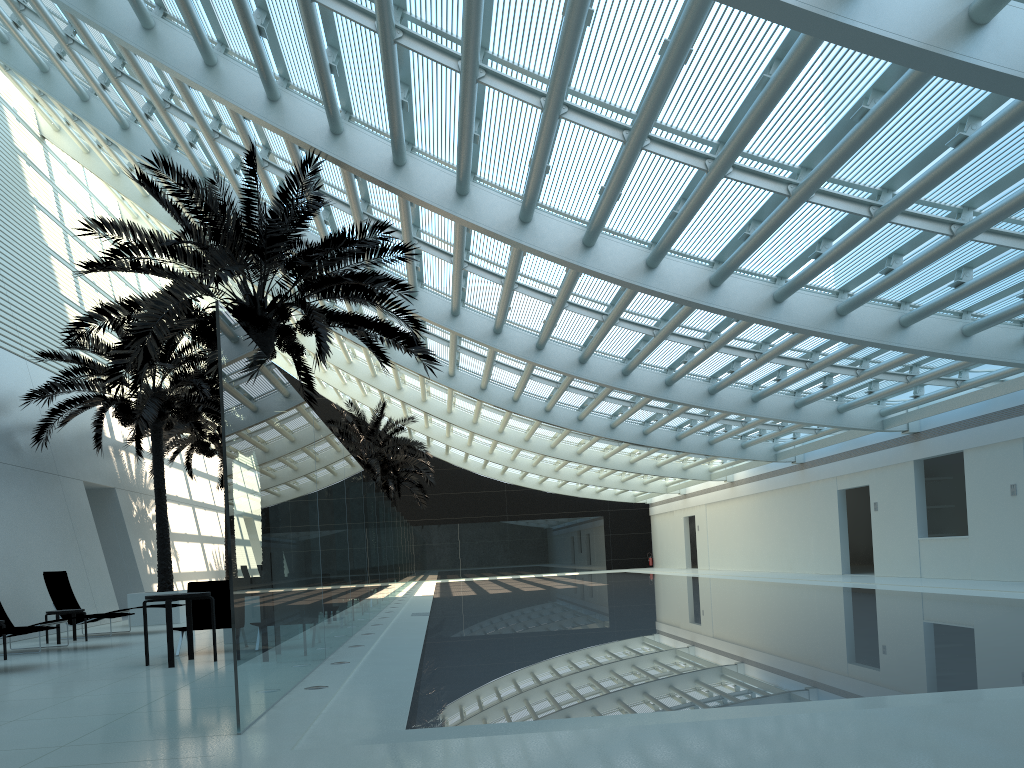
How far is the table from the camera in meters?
9.0

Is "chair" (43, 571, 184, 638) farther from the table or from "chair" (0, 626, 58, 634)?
the table

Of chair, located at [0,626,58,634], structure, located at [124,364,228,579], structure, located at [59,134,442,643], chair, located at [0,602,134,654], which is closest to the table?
chair, located at [0,626,58,634]

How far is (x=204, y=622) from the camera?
10.8m

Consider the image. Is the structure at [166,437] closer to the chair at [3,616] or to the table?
the chair at [3,616]

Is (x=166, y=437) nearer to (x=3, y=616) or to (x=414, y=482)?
(x=3, y=616)

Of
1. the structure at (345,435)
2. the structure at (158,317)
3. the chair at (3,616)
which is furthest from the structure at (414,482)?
the chair at (3,616)

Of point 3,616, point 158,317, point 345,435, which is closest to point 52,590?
point 3,616

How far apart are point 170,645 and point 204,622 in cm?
188

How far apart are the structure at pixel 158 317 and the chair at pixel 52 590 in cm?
373
